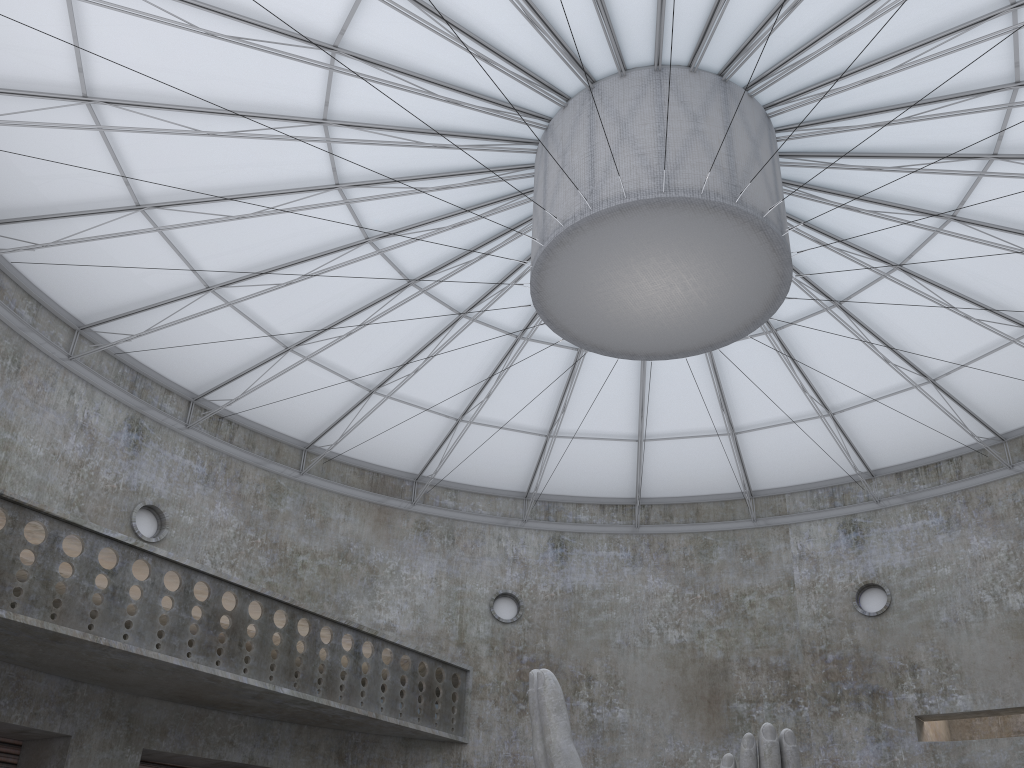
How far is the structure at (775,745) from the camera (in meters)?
15.63

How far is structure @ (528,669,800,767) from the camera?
15.6m

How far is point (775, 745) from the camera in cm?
1563
